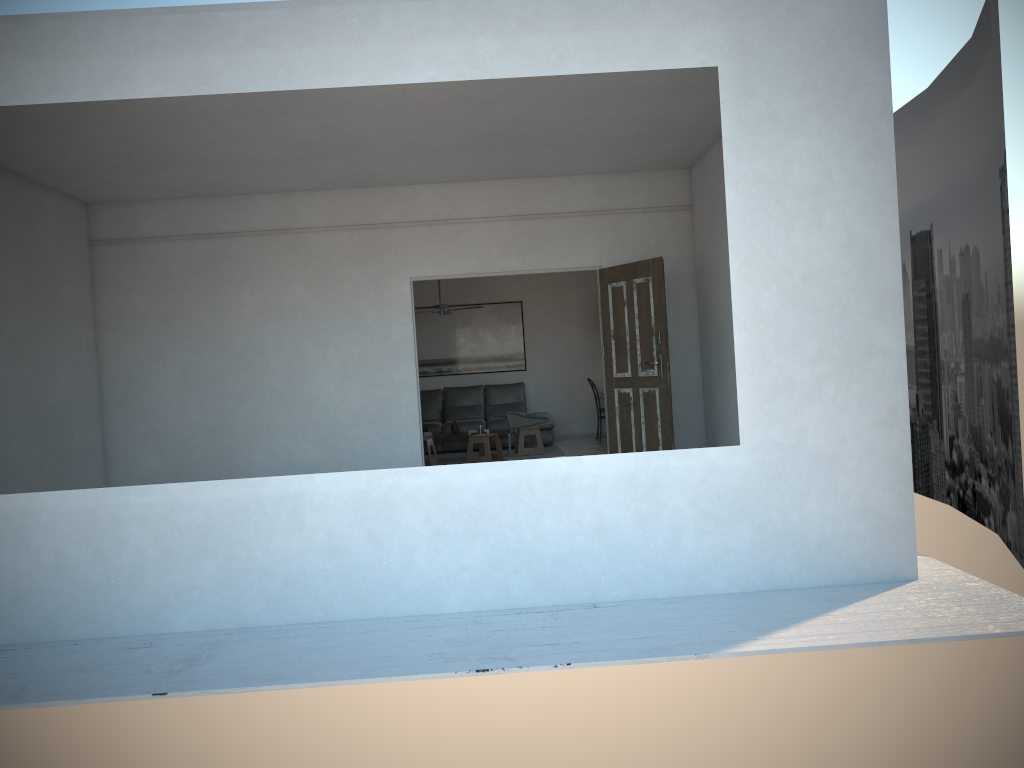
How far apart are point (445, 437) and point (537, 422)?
1.6 meters

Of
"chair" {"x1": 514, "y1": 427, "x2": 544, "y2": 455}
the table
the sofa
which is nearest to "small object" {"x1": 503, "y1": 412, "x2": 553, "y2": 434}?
the sofa

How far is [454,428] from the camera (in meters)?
11.22

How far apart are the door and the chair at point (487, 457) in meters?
2.6

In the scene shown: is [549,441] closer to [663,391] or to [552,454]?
[552,454]

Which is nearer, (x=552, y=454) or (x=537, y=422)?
(x=552, y=454)

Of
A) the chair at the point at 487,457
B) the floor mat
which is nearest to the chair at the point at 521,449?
the floor mat

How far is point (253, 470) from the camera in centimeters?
828cm

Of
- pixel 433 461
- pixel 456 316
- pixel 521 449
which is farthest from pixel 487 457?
pixel 456 316

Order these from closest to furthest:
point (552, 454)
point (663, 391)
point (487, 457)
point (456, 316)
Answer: point (663, 391) → point (487, 457) → point (552, 454) → point (456, 316)
